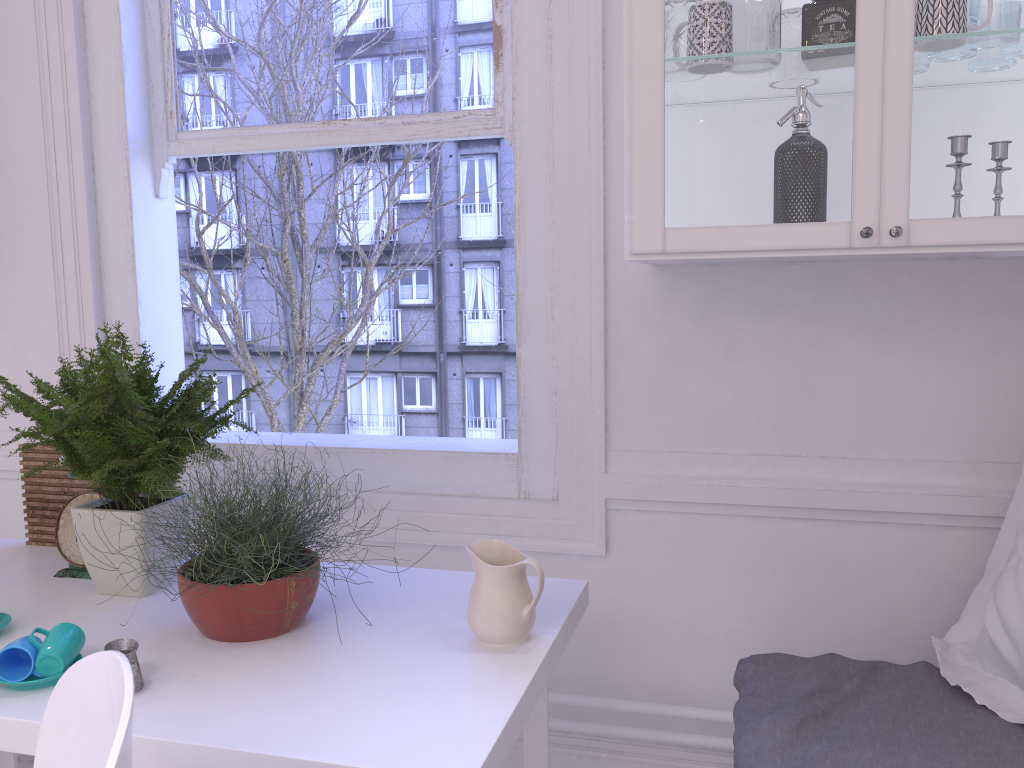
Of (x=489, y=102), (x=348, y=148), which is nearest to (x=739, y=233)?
(x=489, y=102)

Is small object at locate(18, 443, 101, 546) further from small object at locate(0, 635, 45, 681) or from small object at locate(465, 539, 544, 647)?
→ small object at locate(465, 539, 544, 647)

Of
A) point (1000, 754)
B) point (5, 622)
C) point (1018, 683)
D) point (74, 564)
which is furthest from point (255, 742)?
point (1018, 683)

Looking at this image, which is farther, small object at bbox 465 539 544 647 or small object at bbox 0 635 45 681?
small object at bbox 465 539 544 647

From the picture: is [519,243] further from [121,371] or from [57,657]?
[57,657]

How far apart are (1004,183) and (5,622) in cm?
179

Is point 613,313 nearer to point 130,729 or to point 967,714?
point 967,714

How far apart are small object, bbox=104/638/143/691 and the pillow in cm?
133

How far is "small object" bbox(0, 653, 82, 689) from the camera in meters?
1.3

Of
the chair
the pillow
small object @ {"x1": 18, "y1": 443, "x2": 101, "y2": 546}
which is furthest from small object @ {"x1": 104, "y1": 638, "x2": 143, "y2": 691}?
the pillow
